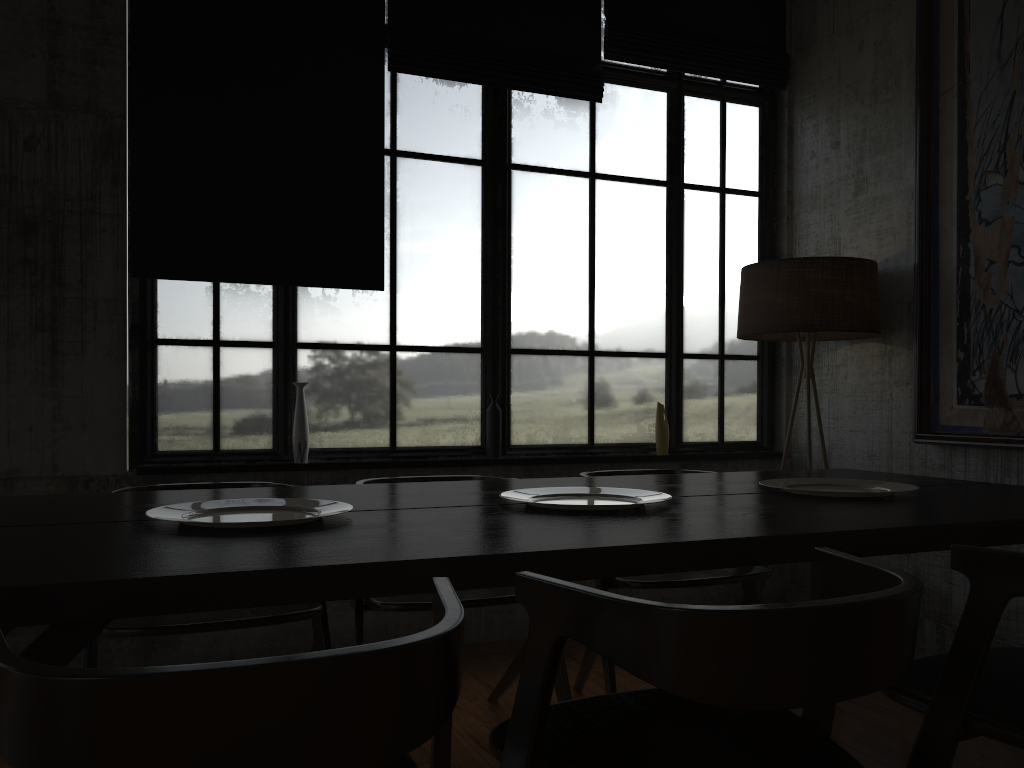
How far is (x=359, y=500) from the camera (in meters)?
2.77

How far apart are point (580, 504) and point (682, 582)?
1.0m

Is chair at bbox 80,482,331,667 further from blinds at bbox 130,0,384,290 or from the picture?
the picture

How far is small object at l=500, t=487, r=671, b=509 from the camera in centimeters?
267cm

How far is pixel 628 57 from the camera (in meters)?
5.18

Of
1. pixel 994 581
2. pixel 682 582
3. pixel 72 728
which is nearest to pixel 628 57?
pixel 682 582

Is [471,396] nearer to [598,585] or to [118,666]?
[598,585]

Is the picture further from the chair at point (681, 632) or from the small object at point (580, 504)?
the chair at point (681, 632)

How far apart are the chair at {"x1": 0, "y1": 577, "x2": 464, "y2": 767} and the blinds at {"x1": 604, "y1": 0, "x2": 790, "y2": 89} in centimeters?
425cm

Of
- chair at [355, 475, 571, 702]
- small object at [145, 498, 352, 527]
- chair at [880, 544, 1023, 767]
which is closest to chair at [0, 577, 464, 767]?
small object at [145, 498, 352, 527]
